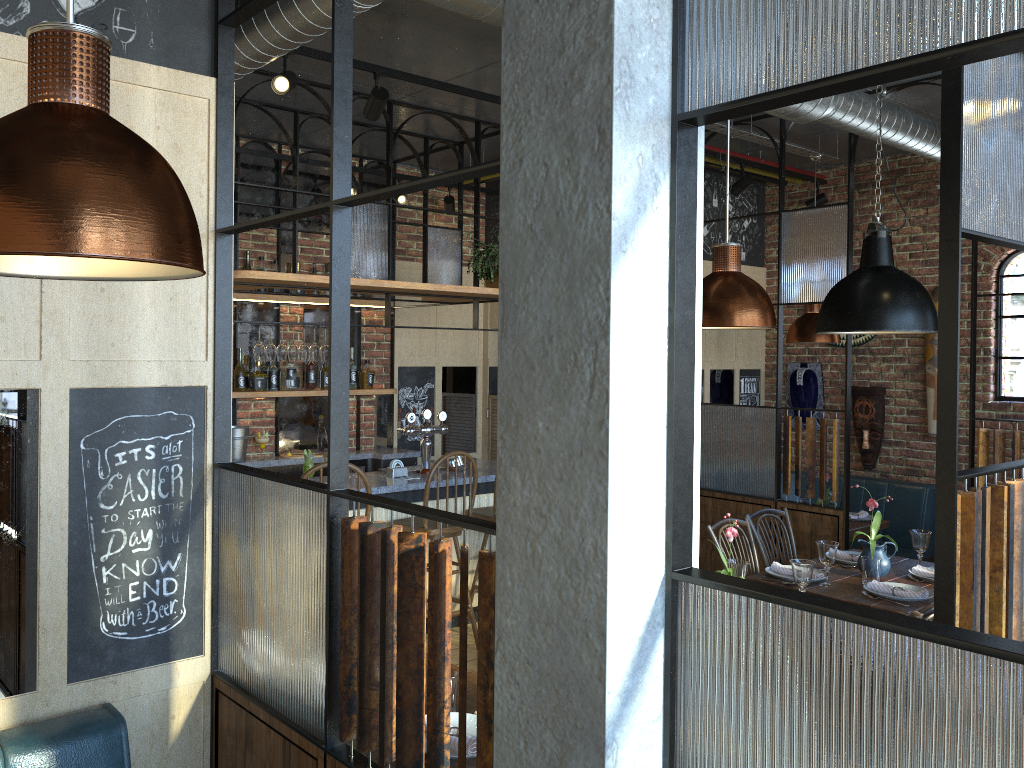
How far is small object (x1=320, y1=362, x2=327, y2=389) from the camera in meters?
6.6 m

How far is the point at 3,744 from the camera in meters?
2.0 m

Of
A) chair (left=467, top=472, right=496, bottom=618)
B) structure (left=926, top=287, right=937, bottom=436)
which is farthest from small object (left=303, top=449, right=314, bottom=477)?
structure (left=926, top=287, right=937, bottom=436)

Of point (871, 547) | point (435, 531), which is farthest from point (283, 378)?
point (871, 547)

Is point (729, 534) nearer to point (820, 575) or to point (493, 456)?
point (820, 575)

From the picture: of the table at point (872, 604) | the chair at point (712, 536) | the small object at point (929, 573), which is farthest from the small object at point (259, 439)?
the small object at point (929, 573)

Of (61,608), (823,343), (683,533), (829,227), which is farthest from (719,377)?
(683,533)

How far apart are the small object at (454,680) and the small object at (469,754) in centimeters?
4cm

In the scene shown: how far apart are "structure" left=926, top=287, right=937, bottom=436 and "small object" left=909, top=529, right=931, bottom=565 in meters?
2.6 m

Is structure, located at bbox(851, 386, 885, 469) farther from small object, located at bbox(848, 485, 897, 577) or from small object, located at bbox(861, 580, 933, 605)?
small object, located at bbox(861, 580, 933, 605)
